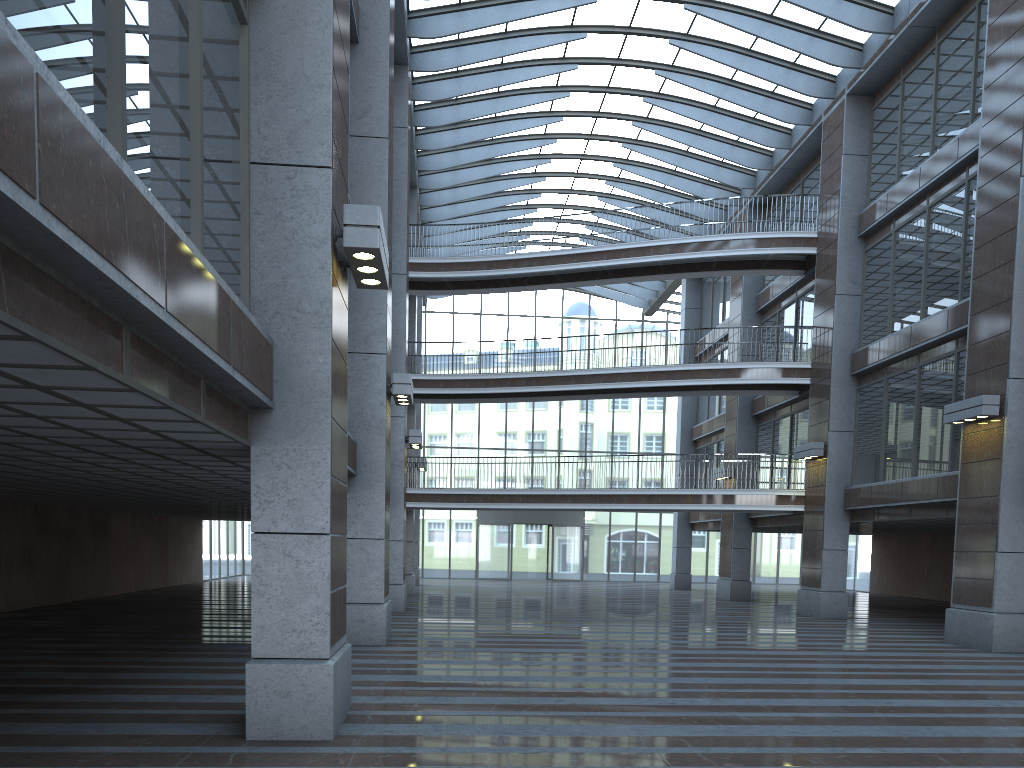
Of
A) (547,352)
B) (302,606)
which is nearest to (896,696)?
(302,606)

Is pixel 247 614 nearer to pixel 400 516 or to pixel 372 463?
pixel 400 516
